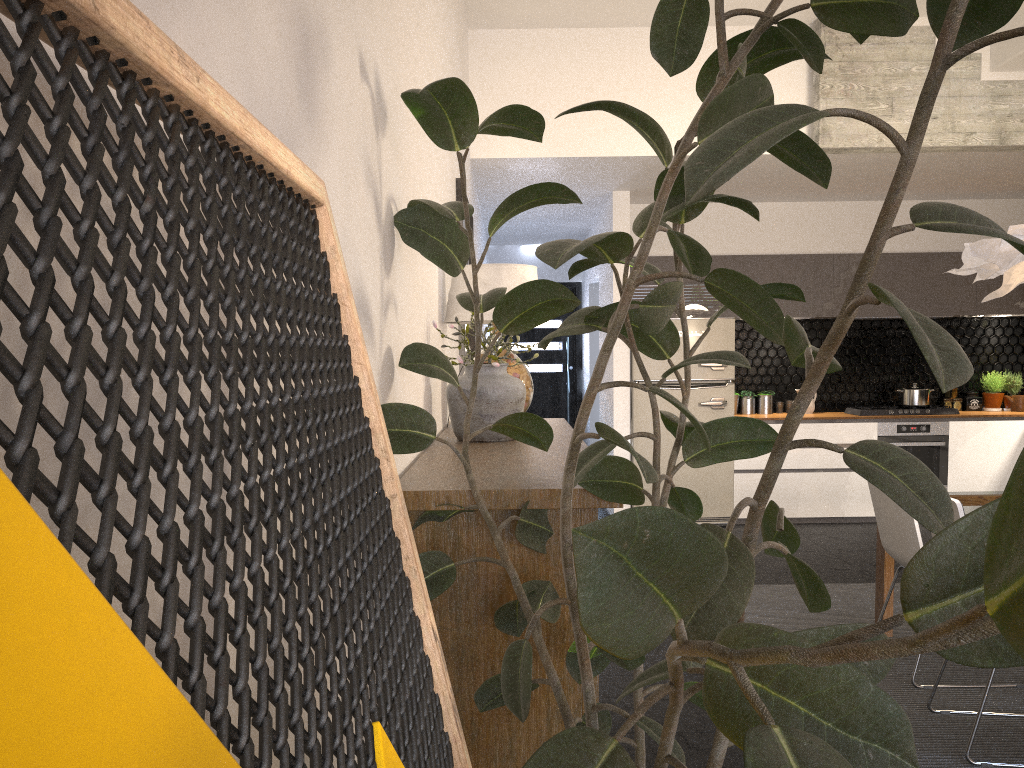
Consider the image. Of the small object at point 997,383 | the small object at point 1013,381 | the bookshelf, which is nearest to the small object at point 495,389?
the bookshelf

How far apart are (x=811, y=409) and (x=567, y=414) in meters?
3.6 m

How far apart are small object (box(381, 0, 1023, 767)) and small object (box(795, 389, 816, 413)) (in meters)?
6.26

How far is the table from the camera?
4.11m

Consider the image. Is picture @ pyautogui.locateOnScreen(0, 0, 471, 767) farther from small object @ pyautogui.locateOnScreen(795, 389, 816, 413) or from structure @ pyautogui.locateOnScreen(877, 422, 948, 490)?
small object @ pyautogui.locateOnScreen(795, 389, 816, 413)

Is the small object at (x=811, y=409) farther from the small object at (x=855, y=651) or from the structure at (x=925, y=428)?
the small object at (x=855, y=651)

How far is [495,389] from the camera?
2.60m

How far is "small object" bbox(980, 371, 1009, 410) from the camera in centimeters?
767cm

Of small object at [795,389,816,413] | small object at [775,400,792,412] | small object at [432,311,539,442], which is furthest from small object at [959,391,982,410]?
small object at [432,311,539,442]

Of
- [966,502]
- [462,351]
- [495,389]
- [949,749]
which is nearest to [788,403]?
[966,502]
